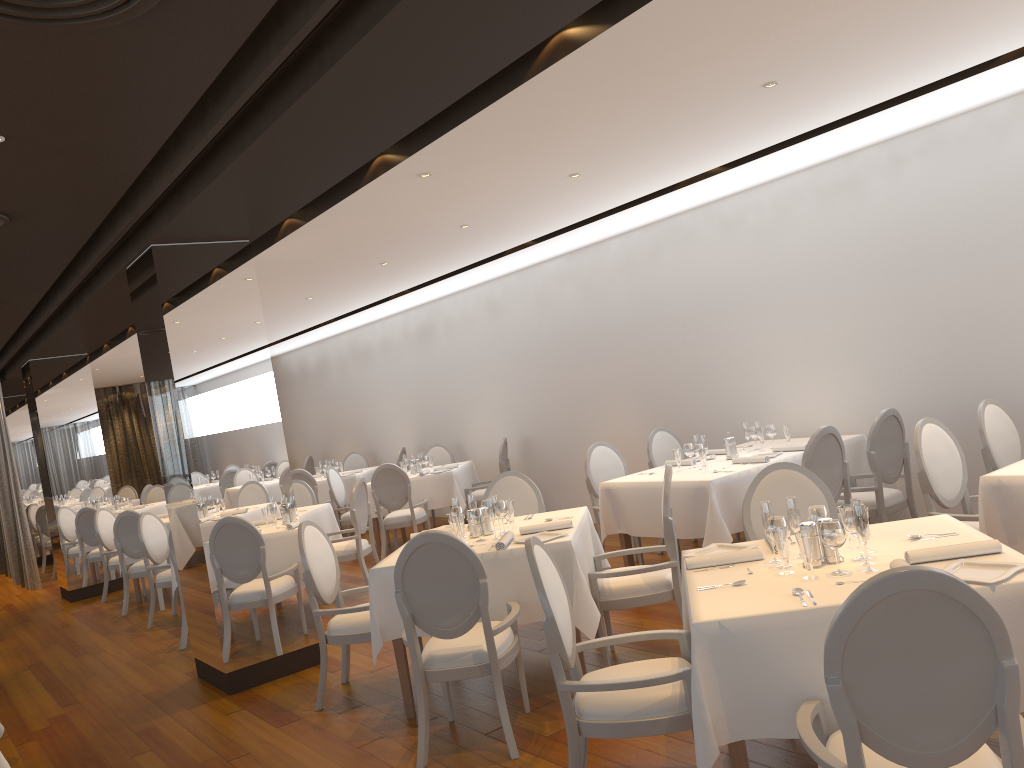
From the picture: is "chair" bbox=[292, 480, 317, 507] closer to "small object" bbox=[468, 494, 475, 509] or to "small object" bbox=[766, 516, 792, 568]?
"small object" bbox=[468, 494, 475, 509]

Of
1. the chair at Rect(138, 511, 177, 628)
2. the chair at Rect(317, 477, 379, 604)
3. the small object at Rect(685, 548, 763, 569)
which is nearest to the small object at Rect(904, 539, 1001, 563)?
the small object at Rect(685, 548, 763, 569)

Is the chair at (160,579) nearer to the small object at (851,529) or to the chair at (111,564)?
the chair at (111,564)

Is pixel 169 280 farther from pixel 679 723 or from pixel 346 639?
pixel 679 723

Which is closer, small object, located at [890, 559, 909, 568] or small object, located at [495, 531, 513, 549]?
small object, located at [890, 559, 909, 568]

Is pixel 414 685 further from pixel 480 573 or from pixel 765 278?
pixel 765 278

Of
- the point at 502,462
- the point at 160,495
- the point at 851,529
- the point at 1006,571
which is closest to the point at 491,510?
the point at 851,529

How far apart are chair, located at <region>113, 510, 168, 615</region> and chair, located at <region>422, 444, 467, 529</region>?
3.8 meters

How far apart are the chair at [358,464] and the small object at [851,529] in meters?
11.2

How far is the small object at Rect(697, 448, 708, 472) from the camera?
6.32m
